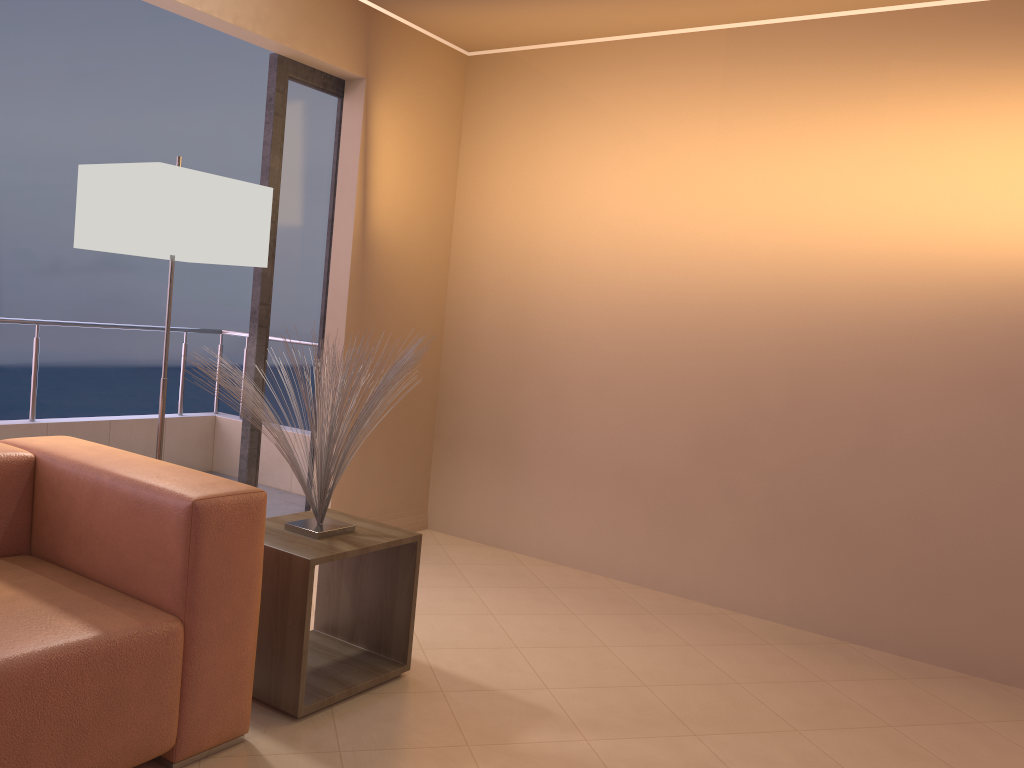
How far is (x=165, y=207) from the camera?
2.76m

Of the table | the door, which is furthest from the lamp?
the table

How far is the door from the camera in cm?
378

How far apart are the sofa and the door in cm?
124

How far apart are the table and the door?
1.0 meters

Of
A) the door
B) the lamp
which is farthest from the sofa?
the door

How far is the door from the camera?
3.8m

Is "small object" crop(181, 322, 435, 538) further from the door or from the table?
the door

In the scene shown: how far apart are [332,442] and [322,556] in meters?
0.3

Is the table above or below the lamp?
below
